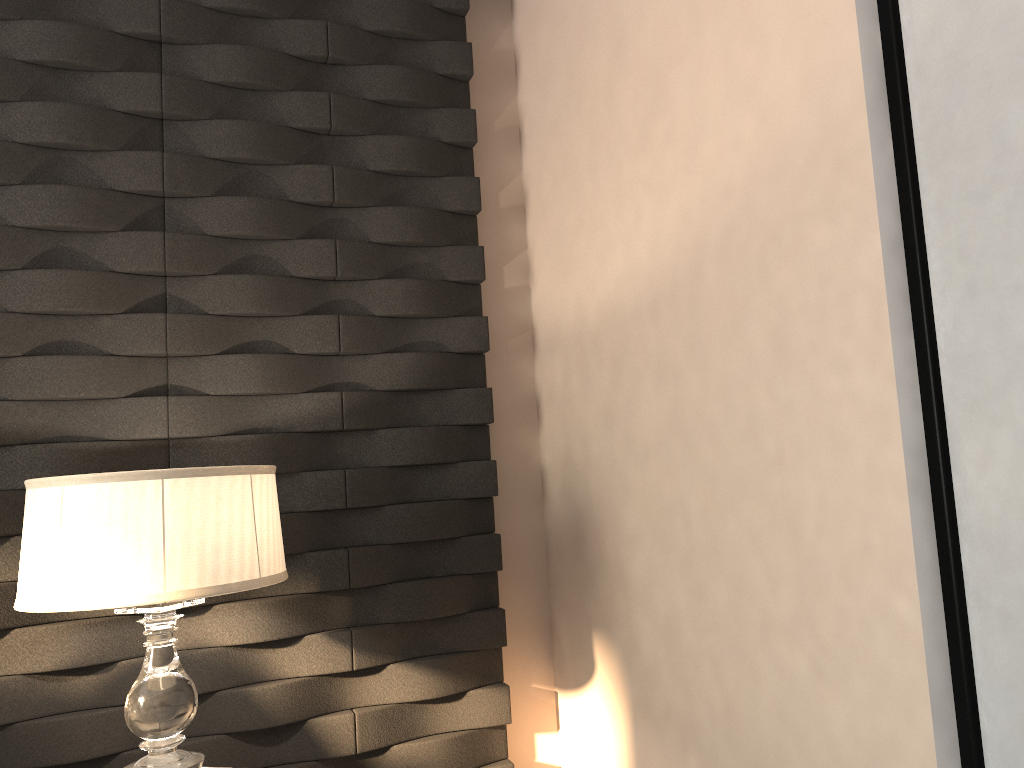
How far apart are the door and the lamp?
1.18m

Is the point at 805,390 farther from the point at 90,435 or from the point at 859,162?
the point at 90,435

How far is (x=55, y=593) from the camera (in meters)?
1.55

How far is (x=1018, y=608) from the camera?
1.1 meters

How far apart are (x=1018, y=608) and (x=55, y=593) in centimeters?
149cm

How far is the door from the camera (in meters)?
1.06

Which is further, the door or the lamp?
the lamp

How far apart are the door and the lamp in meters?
1.2

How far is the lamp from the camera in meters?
1.6 m

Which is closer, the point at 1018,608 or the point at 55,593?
the point at 1018,608
